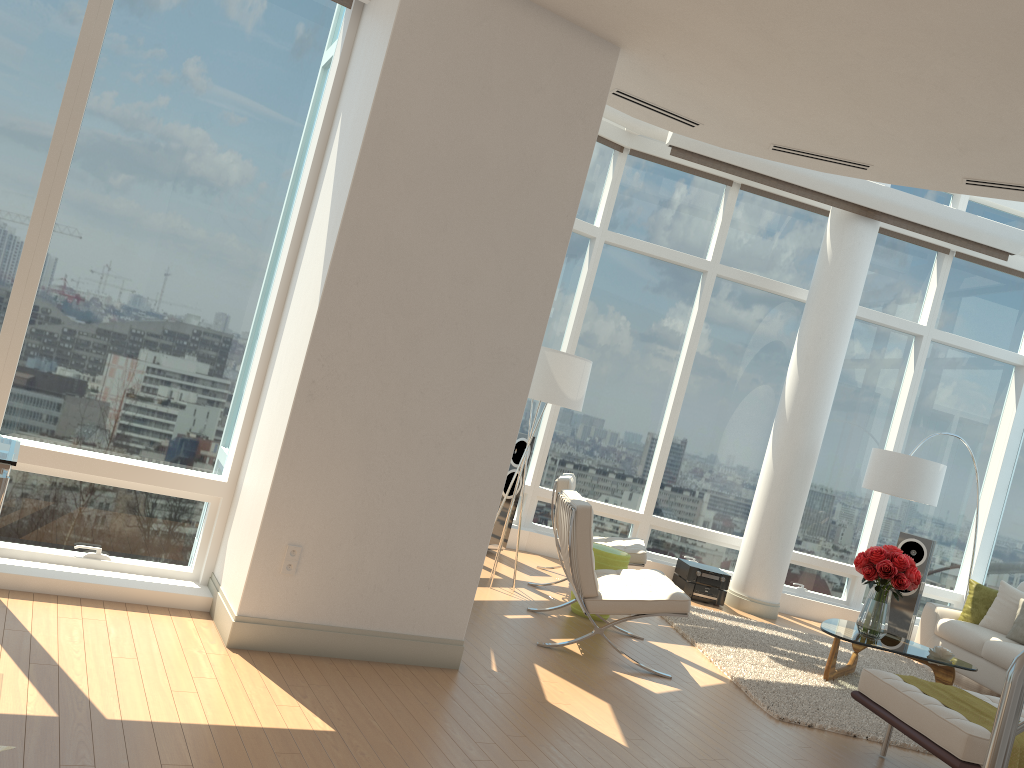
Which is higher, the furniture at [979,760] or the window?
the window

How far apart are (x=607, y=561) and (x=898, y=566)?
2.2m

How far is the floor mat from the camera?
5.52m

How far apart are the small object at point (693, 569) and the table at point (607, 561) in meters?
2.2 m

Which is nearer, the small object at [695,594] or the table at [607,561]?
the table at [607,561]

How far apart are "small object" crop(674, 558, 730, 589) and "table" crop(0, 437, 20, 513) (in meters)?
6.55

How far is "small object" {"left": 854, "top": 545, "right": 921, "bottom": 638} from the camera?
6.6m

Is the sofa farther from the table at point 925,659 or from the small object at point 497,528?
the small object at point 497,528

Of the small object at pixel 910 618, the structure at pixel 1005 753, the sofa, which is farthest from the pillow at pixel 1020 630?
the structure at pixel 1005 753

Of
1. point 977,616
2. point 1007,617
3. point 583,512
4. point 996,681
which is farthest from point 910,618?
point 583,512
